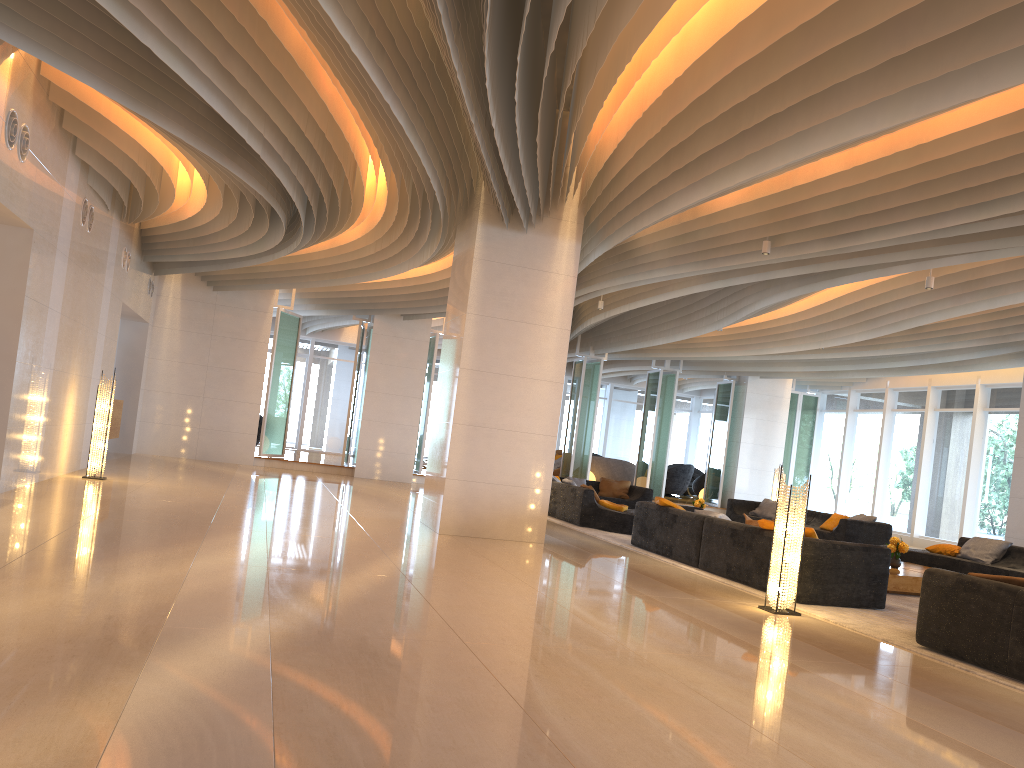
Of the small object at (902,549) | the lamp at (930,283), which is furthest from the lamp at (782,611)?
the lamp at (930,283)

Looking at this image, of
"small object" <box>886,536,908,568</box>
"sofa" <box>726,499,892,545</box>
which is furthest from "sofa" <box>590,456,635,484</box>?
"small object" <box>886,536,908,568</box>

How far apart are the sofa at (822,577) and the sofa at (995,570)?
3.22m

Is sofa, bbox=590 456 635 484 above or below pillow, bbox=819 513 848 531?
above

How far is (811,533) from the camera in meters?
8.0

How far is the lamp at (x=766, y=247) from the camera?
9.6m

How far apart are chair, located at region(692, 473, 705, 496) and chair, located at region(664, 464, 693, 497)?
0.8m

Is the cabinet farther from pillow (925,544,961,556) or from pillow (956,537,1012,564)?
pillow (956,537,1012,564)

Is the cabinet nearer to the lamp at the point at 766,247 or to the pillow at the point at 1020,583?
the lamp at the point at 766,247

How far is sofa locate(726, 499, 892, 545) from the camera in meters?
14.0 m
